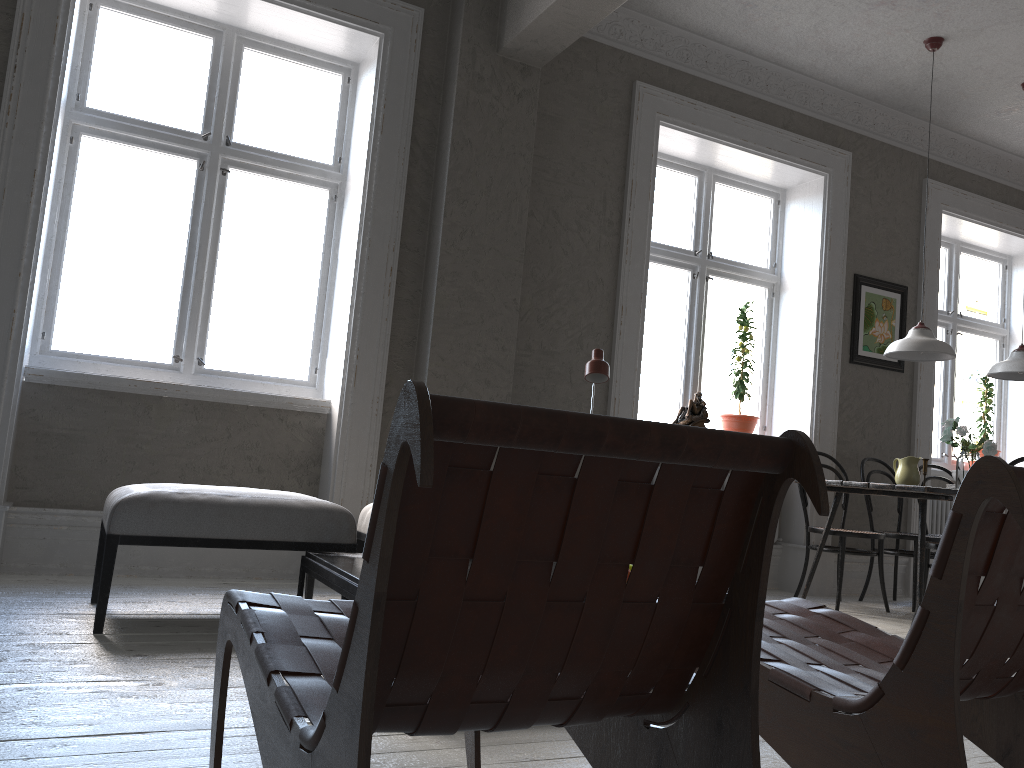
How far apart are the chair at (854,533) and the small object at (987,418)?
2.2 meters

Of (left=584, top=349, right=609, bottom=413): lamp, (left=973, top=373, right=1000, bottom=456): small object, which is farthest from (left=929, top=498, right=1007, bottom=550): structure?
(left=584, top=349, right=609, bottom=413): lamp

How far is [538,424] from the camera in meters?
0.9 m

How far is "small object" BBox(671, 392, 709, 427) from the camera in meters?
5.6

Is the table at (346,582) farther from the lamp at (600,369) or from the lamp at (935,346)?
the lamp at (935,346)

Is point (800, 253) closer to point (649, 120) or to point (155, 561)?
point (649, 120)

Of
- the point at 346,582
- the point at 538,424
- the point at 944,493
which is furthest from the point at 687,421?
the point at 538,424

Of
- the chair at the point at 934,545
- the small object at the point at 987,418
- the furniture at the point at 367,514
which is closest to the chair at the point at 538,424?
the furniture at the point at 367,514

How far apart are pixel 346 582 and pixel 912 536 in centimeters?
391cm

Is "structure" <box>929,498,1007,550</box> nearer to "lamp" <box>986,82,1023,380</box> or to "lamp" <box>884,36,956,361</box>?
"lamp" <box>986,82,1023,380</box>
